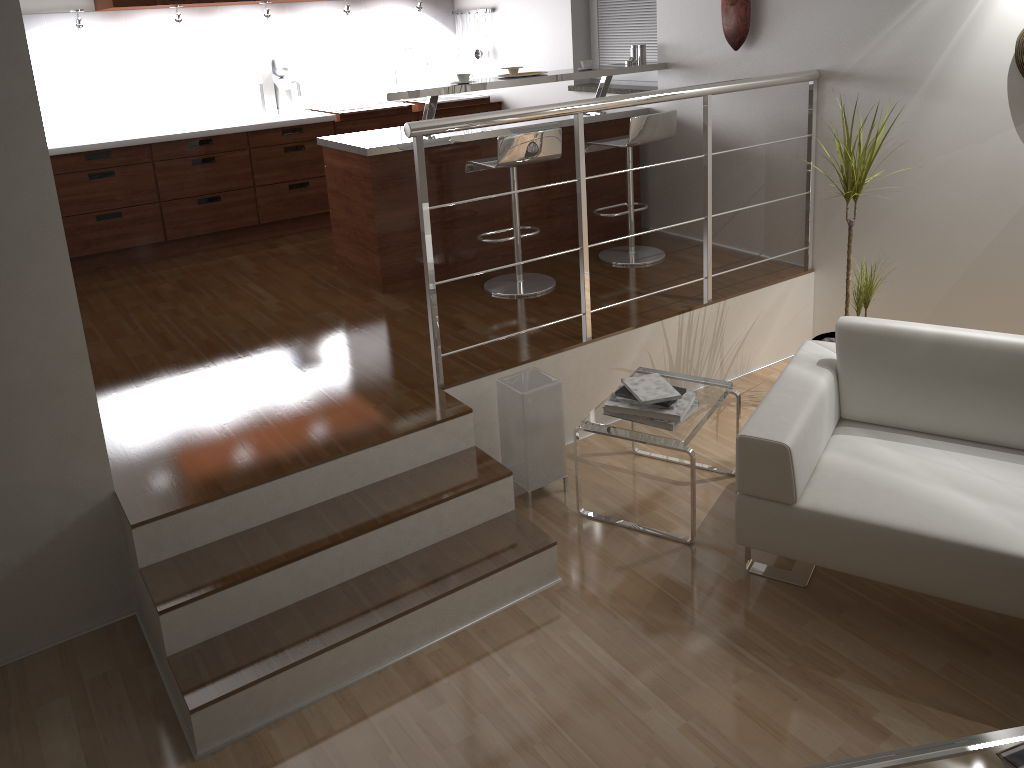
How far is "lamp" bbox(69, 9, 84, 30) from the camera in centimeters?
506cm

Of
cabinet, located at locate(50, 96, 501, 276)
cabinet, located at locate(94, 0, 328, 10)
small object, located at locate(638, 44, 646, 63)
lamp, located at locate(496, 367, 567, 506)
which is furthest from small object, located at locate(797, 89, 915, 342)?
cabinet, located at locate(94, 0, 328, 10)

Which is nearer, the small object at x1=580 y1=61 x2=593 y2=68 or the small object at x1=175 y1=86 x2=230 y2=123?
the small object at x1=580 y1=61 x2=593 y2=68

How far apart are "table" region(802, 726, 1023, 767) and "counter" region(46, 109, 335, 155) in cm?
500

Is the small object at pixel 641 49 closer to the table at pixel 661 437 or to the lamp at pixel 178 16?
the table at pixel 661 437

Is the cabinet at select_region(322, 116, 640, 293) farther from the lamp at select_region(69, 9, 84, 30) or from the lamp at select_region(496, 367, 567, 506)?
the lamp at select_region(69, 9, 84, 30)

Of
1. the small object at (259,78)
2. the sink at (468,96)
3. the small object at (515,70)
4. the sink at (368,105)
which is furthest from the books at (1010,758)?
the sink at (468,96)

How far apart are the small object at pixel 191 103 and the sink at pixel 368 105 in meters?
0.7 m

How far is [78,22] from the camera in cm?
506

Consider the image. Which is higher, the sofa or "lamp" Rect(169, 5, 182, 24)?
"lamp" Rect(169, 5, 182, 24)
